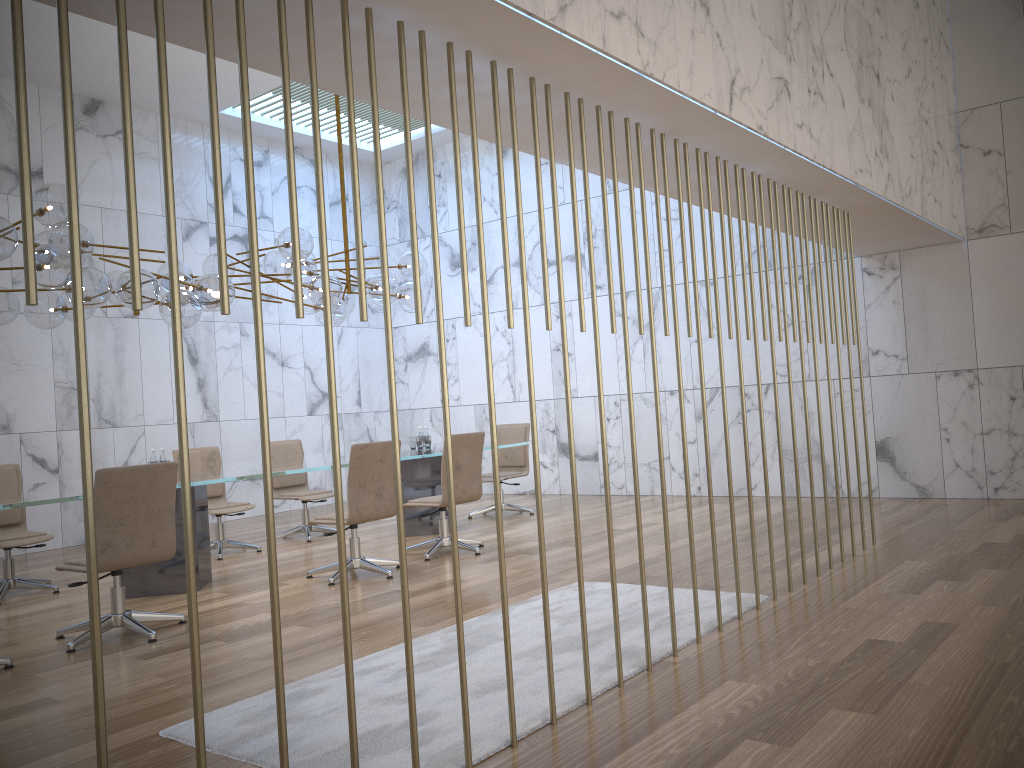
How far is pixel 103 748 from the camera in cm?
195

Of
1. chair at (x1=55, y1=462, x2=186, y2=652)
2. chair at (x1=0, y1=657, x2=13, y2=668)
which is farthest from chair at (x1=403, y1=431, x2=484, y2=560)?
chair at (x1=0, y1=657, x2=13, y2=668)

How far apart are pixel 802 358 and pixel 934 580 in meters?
1.5 m

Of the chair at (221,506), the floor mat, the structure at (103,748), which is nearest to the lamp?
the chair at (221,506)

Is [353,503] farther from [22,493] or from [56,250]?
[56,250]

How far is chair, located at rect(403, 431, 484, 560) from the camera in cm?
722

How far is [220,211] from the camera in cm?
229

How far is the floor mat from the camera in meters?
3.1

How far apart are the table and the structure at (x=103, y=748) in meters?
3.2

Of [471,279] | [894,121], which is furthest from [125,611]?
[471,279]
